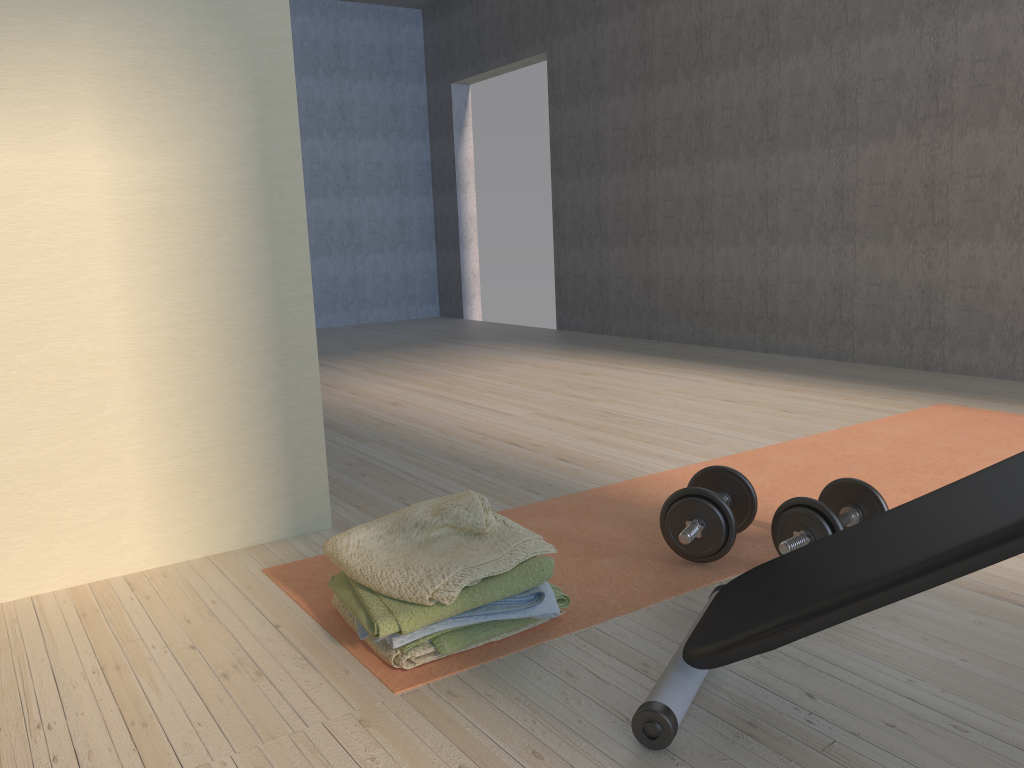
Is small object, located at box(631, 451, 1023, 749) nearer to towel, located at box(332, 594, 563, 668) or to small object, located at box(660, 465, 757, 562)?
small object, located at box(660, 465, 757, 562)

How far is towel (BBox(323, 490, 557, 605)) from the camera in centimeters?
157cm

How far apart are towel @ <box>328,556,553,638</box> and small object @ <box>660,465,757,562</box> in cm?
37

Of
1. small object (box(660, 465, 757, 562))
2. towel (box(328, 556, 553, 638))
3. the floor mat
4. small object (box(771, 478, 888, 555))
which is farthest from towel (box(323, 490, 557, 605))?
small object (box(771, 478, 888, 555))

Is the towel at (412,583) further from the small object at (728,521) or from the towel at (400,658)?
the small object at (728,521)

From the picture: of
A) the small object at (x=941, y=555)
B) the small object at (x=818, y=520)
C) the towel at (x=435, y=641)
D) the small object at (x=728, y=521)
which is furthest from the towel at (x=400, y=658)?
the small object at (x=818, y=520)

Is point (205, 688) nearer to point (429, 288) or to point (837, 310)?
point (837, 310)

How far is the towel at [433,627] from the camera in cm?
158

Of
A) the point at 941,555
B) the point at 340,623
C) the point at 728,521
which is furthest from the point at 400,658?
the point at 941,555

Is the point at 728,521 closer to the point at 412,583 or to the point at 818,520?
the point at 818,520
